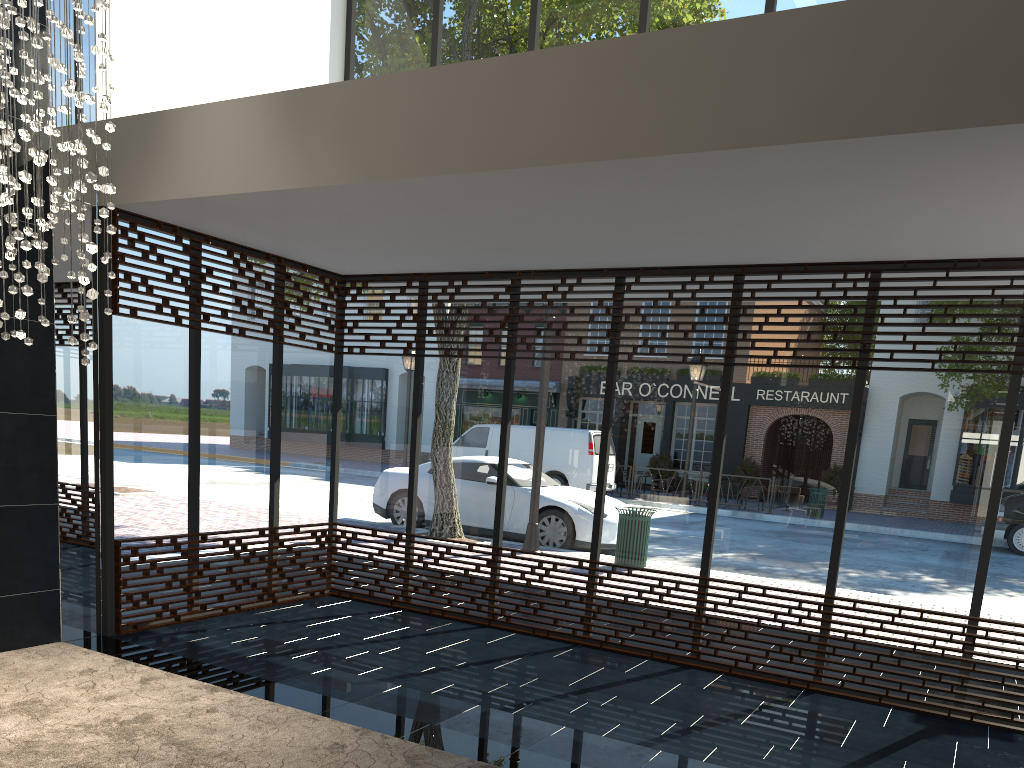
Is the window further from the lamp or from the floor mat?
the lamp

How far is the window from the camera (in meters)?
5.40

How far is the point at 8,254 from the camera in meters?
3.7 m

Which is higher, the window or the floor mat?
the window

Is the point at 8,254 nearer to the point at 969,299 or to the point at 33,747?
the point at 33,747

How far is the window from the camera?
5.40m

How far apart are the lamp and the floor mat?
1.7 meters

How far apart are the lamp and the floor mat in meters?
1.7 m

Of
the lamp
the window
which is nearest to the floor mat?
the window

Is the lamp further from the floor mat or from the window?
the floor mat
